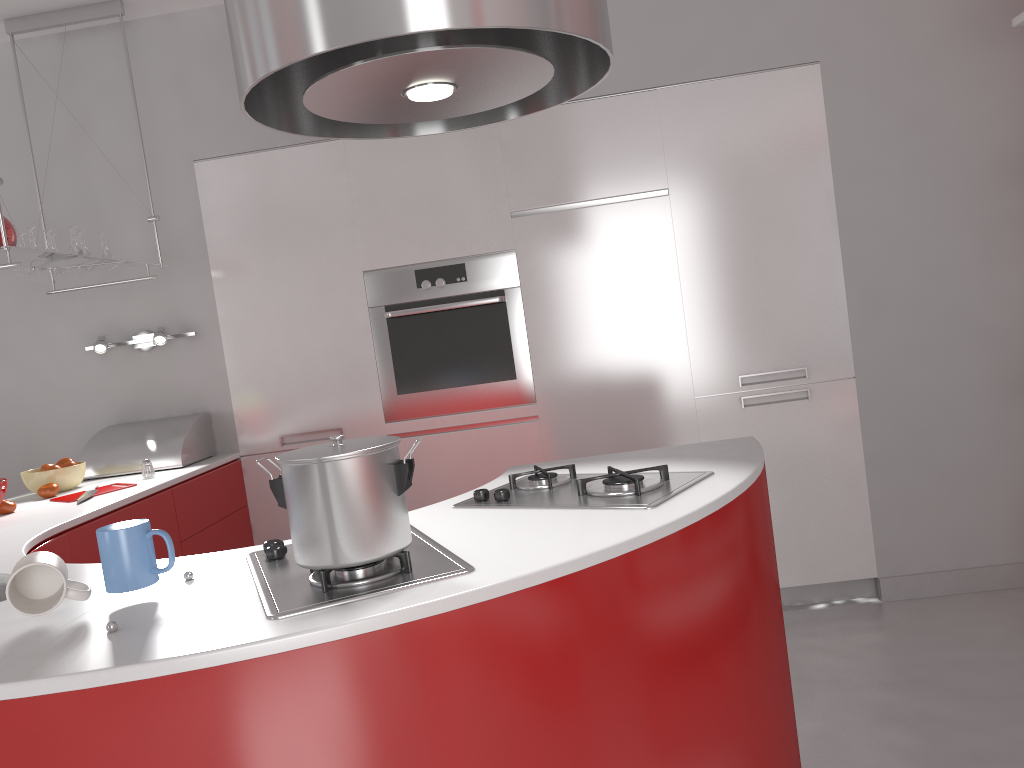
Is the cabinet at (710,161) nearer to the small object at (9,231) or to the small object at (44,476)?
the small object at (44,476)

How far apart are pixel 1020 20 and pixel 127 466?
3.3 meters

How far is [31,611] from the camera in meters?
1.3 m

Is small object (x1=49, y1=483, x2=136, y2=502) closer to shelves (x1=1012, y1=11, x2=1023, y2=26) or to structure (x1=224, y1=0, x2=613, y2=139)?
structure (x1=224, y1=0, x2=613, y2=139)

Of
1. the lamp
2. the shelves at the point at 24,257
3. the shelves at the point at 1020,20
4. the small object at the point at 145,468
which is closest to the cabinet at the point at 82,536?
the small object at the point at 145,468

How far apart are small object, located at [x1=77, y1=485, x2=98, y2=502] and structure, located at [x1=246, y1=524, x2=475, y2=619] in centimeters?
141cm

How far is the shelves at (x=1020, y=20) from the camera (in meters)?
2.64

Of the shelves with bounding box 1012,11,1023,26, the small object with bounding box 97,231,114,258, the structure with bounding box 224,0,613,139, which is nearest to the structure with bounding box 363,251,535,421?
the small object with bounding box 97,231,114,258

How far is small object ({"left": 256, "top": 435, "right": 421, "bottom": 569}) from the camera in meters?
1.3 m

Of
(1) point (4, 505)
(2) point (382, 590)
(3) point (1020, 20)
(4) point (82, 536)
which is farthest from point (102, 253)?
(3) point (1020, 20)
